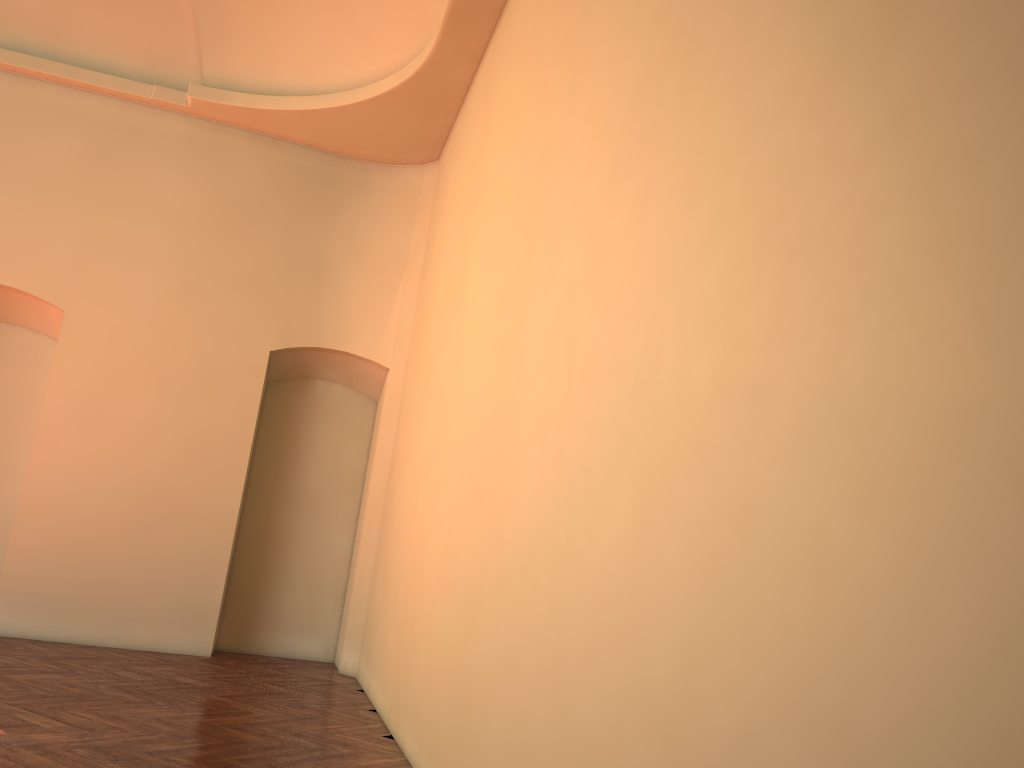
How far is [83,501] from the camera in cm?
830

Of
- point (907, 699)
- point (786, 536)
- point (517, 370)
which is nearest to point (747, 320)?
point (786, 536)
